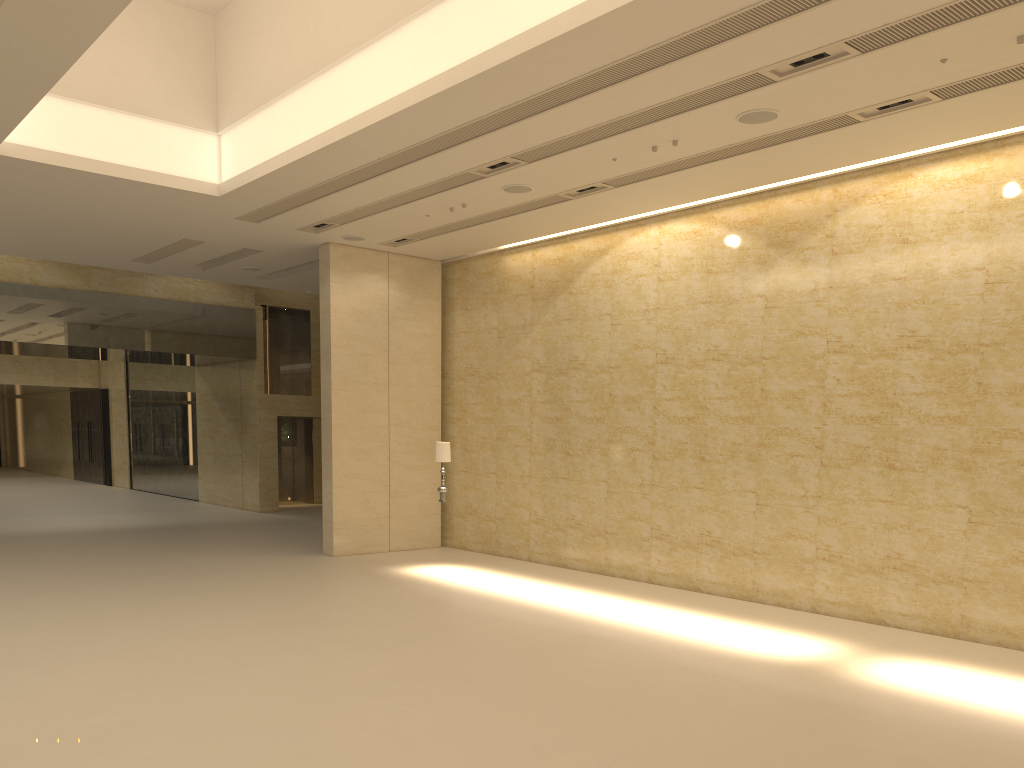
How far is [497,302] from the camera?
17.5m

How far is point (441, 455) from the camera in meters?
14.8 m

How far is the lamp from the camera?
14.8 meters

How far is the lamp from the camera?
14.8m
